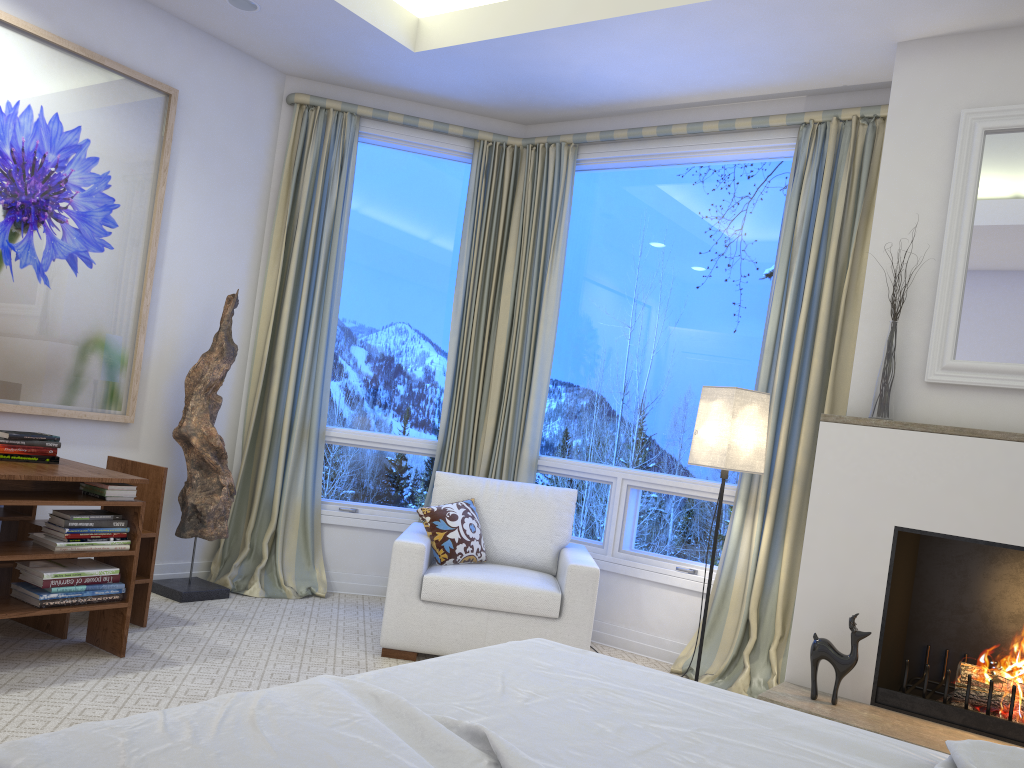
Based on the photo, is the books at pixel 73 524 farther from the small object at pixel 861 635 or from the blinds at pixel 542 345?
the small object at pixel 861 635

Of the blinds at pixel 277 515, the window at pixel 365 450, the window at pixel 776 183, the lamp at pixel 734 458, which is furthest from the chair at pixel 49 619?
the lamp at pixel 734 458

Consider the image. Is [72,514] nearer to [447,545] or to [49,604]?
[49,604]

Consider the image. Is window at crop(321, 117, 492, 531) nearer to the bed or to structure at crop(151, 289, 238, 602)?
structure at crop(151, 289, 238, 602)

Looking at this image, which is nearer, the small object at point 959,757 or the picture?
the small object at point 959,757

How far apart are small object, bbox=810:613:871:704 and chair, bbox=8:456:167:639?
2.38m

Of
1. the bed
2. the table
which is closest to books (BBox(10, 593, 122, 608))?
the table

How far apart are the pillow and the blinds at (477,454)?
0.75m

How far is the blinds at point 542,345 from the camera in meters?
4.4

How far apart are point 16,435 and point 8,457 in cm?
8
